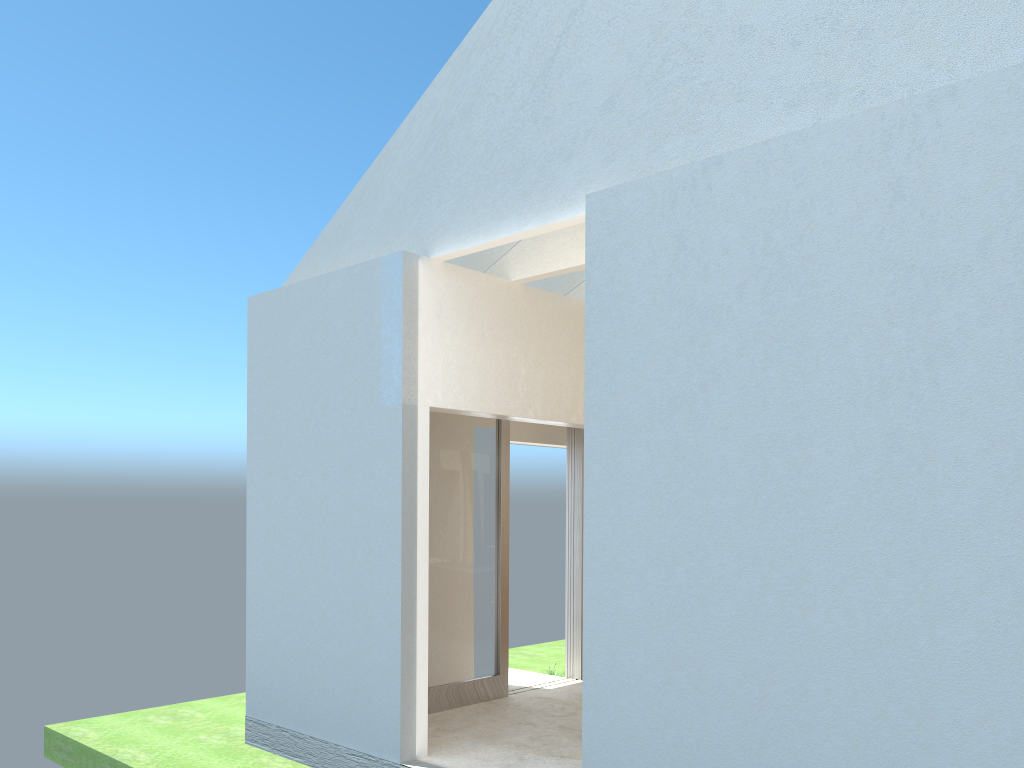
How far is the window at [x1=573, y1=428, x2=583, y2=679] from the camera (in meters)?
20.26

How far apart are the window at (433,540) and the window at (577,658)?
2.6 meters

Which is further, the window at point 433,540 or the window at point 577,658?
the window at point 577,658

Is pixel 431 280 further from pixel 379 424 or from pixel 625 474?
pixel 625 474

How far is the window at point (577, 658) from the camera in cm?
2026

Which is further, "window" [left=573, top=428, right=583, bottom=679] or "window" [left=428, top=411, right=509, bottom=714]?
"window" [left=573, top=428, right=583, bottom=679]

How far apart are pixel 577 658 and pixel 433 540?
5.4m

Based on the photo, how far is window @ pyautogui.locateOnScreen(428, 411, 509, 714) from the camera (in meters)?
17.23

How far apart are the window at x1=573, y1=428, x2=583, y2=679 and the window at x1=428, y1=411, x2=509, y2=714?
2.6 meters
